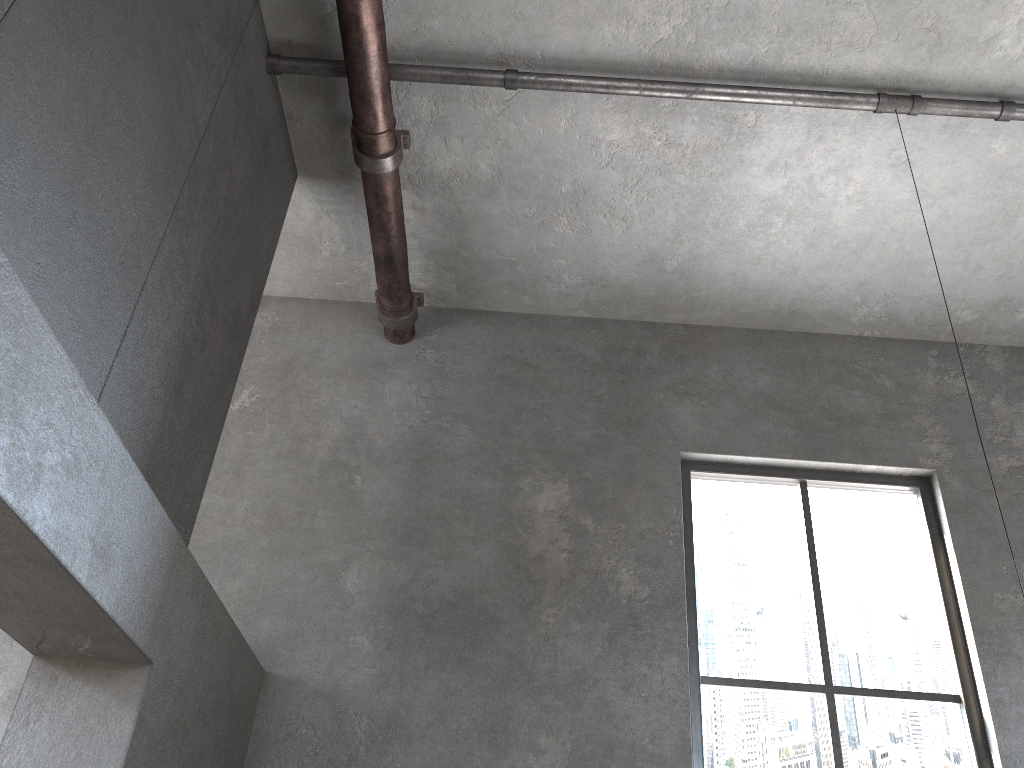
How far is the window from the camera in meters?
4.3 m

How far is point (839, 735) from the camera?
4.3 meters

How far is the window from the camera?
4.29m
